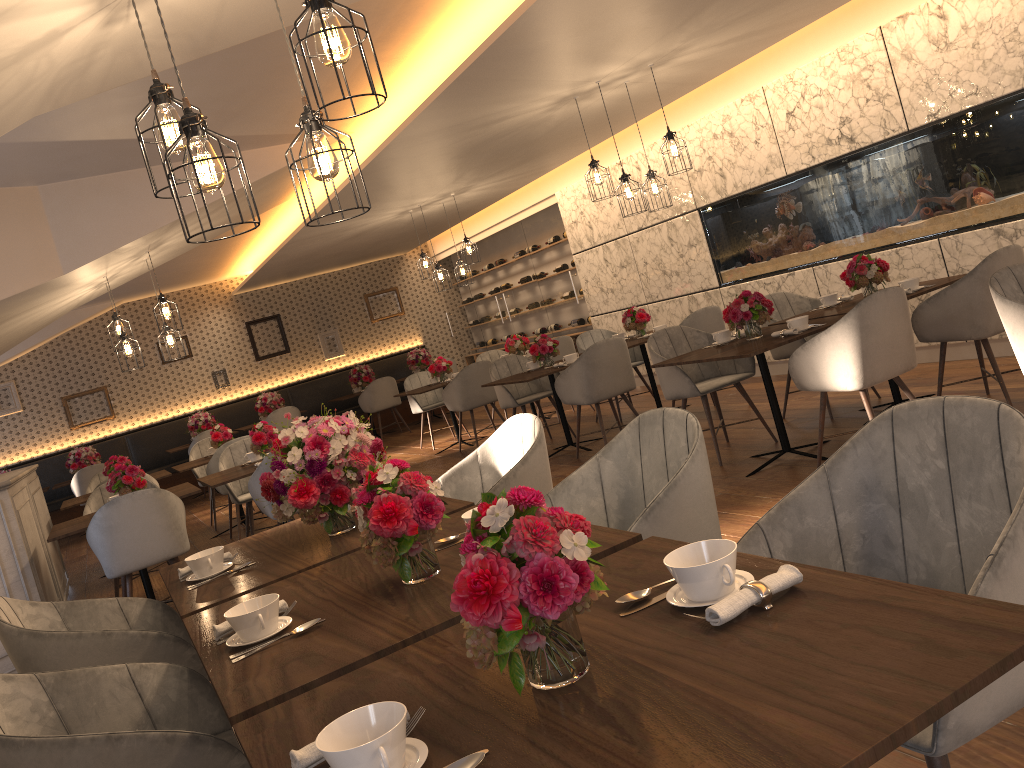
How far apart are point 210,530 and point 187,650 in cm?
657

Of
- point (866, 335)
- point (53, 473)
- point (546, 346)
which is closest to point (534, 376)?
point (546, 346)

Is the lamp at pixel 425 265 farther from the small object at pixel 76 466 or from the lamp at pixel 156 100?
the lamp at pixel 156 100

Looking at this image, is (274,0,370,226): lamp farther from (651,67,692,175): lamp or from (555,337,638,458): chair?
(555,337,638,458): chair

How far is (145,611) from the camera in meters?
3.0

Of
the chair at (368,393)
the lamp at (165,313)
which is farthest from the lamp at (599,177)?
the chair at (368,393)

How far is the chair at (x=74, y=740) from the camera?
1.6 meters

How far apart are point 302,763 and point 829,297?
5.2 meters

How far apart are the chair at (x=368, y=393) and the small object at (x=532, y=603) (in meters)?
11.12

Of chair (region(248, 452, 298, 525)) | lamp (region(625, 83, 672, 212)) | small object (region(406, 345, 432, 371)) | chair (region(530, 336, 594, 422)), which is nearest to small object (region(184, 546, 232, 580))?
chair (region(248, 452, 298, 525))
